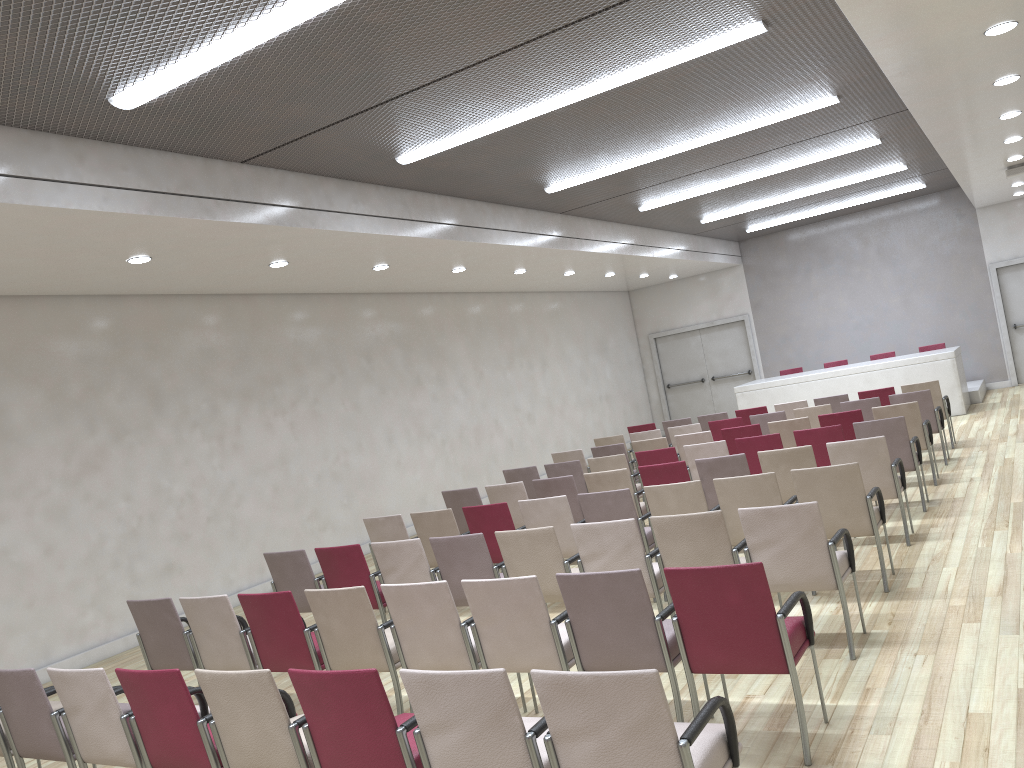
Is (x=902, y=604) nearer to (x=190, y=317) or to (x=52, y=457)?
(x=52, y=457)

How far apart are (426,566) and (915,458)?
4.6 meters

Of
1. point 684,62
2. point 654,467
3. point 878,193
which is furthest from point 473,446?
point 878,193

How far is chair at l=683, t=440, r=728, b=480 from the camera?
8.8m

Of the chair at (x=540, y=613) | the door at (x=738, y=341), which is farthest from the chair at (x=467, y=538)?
the door at (x=738, y=341)

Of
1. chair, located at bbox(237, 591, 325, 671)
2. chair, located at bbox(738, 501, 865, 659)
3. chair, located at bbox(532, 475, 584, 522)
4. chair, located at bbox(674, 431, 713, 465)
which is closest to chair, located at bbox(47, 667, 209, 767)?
chair, located at bbox(237, 591, 325, 671)

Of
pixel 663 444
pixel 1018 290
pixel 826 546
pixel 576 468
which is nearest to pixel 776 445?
pixel 663 444

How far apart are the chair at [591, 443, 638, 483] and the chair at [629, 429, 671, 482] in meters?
1.2 m

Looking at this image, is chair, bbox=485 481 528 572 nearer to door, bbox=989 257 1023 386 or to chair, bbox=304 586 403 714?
chair, bbox=304 586 403 714

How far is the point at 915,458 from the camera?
8.0m
